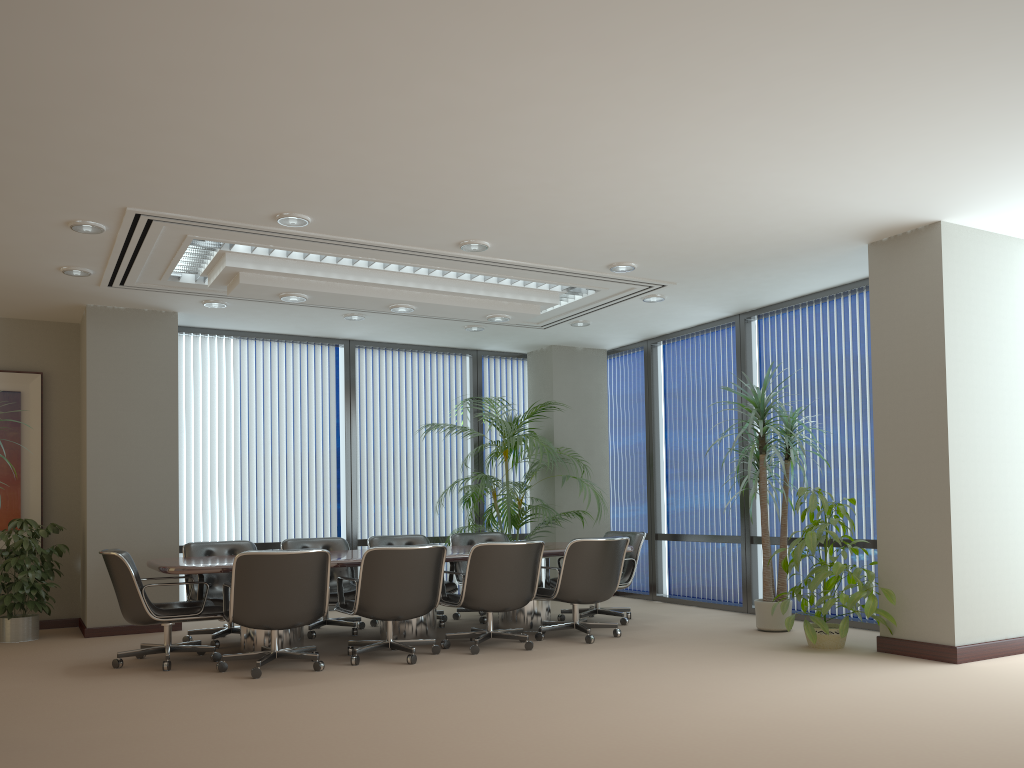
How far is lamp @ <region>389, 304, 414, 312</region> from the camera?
7.6 meters

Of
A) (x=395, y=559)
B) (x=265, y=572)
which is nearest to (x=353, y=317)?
(x=395, y=559)

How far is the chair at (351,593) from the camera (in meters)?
7.63

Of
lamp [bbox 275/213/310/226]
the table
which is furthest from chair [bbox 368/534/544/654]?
lamp [bbox 275/213/310/226]

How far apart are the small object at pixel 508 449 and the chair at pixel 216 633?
2.43m

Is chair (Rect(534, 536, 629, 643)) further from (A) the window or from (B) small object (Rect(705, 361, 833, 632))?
(A) the window

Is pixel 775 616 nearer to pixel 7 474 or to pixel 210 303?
pixel 210 303

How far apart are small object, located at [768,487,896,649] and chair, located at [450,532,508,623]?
2.9m

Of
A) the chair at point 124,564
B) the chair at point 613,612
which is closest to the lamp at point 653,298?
the chair at point 613,612

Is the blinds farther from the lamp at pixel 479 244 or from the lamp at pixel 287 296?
the lamp at pixel 479 244
